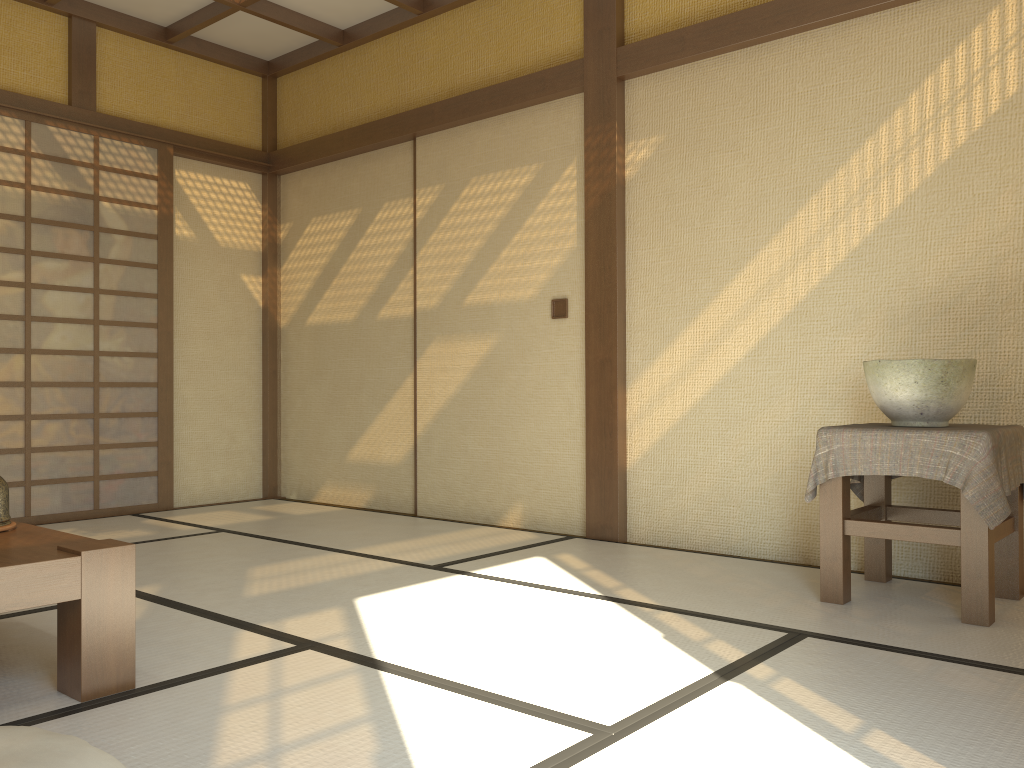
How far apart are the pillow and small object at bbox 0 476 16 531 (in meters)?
0.86

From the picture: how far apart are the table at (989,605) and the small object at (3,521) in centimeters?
245cm

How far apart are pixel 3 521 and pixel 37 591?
0.6m

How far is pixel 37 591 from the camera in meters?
2.0

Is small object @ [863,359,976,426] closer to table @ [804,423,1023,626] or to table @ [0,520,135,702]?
table @ [804,423,1023,626]

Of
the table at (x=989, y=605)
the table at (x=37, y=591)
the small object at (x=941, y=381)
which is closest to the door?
the table at (x=37, y=591)

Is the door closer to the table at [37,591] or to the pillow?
the table at [37,591]

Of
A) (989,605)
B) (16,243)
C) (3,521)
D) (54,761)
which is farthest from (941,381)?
(16,243)

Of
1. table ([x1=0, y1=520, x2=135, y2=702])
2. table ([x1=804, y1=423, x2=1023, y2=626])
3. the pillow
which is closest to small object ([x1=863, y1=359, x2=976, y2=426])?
table ([x1=804, y1=423, x2=1023, y2=626])

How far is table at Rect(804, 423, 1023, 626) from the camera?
2.7 meters
